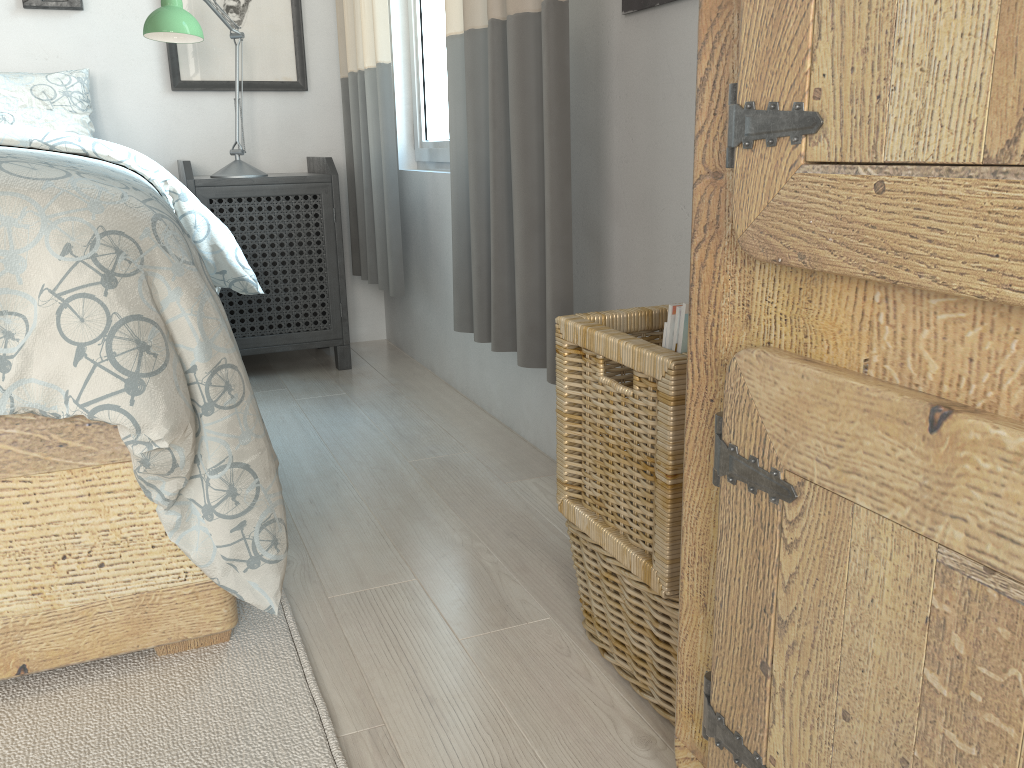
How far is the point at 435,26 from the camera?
2.5m

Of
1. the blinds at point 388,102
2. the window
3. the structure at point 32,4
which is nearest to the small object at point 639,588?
the blinds at point 388,102

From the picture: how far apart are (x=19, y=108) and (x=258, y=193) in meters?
0.7 m

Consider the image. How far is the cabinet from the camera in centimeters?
49cm

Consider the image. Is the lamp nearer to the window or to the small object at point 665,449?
the window

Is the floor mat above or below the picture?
below

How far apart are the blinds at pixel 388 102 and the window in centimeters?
18cm

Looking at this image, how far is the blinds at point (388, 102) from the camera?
2.33m

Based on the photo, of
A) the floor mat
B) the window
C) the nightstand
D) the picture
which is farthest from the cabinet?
the picture

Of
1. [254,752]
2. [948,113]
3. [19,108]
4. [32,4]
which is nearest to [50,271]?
[254,752]
